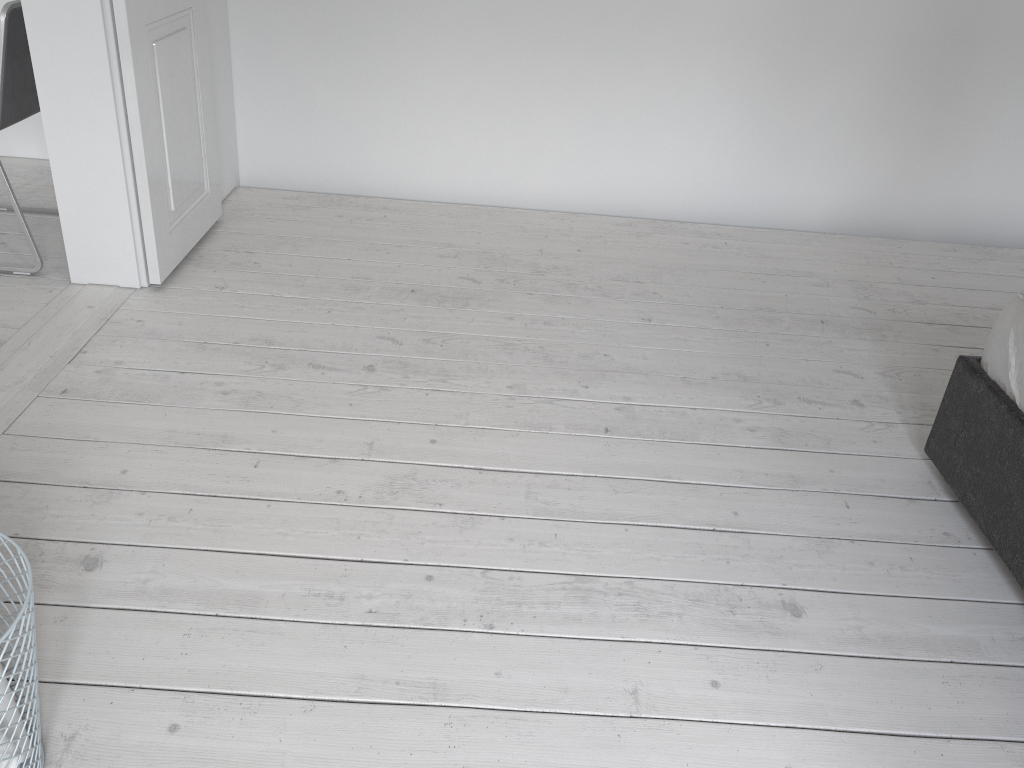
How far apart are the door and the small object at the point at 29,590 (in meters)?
1.66

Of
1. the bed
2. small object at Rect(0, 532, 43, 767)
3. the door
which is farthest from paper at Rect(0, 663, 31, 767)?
the bed

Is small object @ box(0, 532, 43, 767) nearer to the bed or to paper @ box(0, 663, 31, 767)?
paper @ box(0, 663, 31, 767)

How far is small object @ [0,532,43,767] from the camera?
1.2m

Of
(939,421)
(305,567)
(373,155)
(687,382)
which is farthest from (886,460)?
(373,155)

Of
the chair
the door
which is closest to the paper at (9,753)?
the door

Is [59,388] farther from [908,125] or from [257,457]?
[908,125]

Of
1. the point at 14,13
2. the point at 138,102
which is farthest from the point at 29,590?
the point at 14,13

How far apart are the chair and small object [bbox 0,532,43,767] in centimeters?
183cm

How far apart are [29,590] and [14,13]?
2.1m
